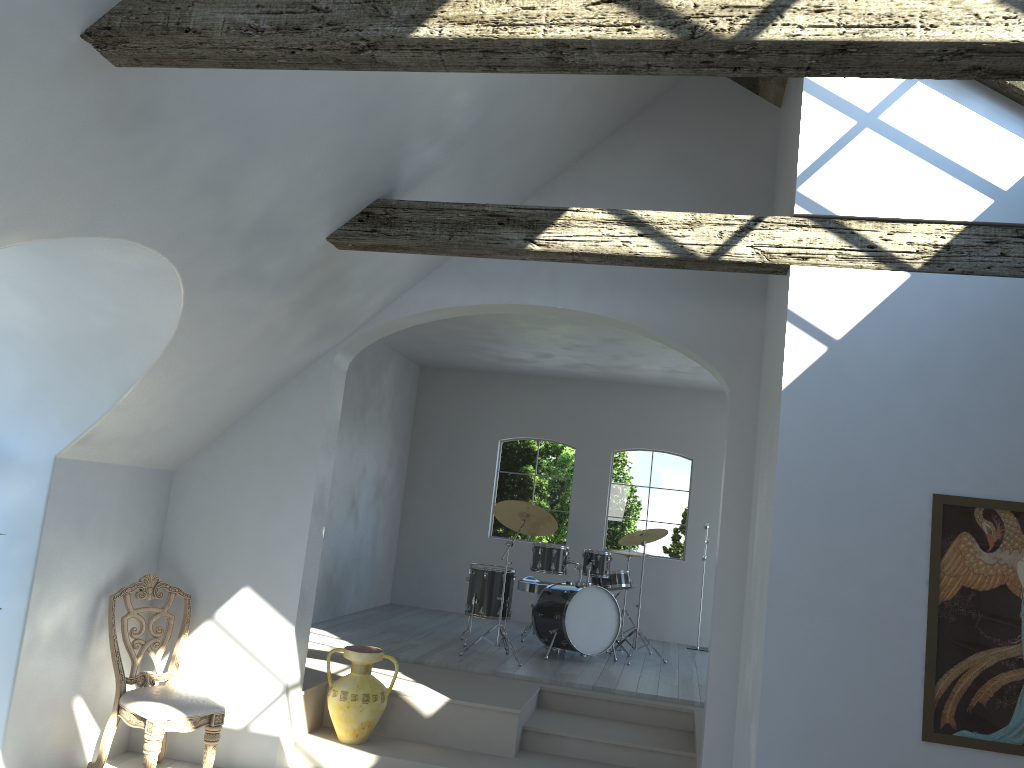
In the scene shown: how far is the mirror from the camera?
3.7m

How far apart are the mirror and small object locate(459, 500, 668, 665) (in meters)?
4.42

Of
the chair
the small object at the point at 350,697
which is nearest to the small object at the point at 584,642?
the small object at the point at 350,697

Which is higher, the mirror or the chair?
the mirror

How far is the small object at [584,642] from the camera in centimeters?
804cm

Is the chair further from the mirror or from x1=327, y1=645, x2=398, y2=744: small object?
the mirror

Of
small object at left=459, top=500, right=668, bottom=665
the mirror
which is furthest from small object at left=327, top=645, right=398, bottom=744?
the mirror

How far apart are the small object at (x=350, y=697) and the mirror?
3.4m

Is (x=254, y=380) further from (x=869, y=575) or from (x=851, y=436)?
(x=869, y=575)

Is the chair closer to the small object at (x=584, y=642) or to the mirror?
the small object at (x=584, y=642)
